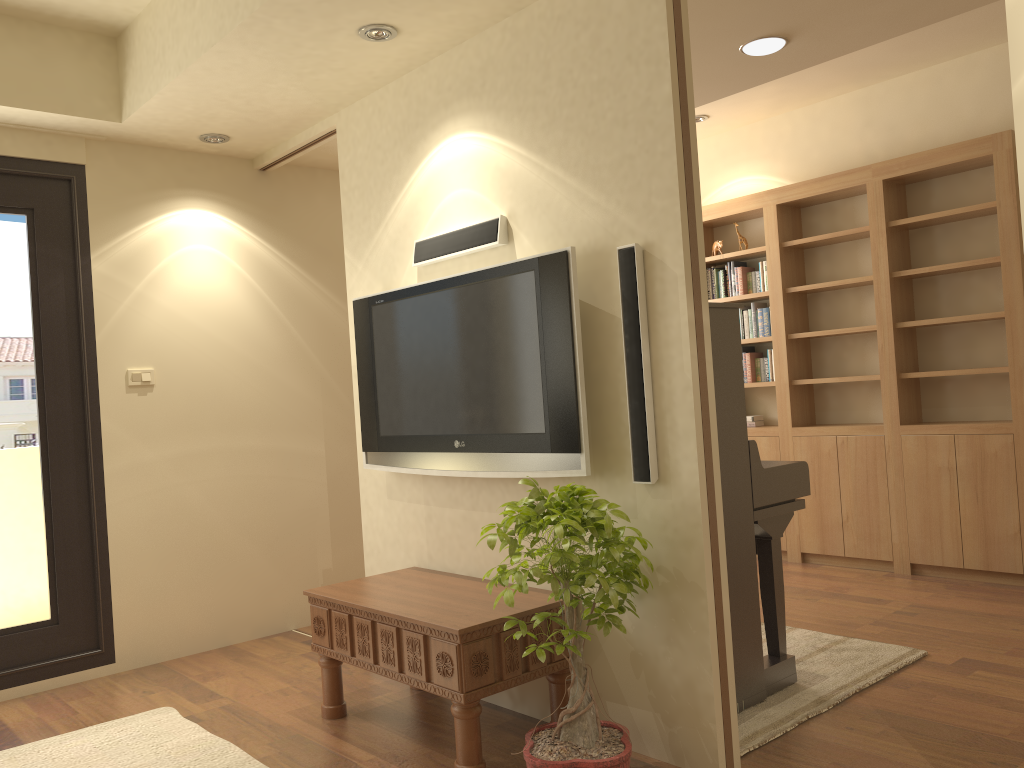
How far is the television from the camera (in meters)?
2.97

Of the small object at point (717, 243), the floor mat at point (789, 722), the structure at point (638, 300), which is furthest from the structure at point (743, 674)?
the small object at point (717, 243)

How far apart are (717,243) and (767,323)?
0.66m

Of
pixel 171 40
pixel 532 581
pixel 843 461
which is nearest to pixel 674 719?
pixel 532 581

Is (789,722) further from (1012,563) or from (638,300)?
(1012,563)

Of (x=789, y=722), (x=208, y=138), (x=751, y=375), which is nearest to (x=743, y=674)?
(x=789, y=722)

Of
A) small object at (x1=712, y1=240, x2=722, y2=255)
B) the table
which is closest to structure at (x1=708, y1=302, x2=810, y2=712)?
the table

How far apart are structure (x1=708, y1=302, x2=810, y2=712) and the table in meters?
0.6 m

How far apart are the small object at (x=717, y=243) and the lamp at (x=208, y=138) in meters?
3.3 m

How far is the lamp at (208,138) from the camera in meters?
4.4 m
